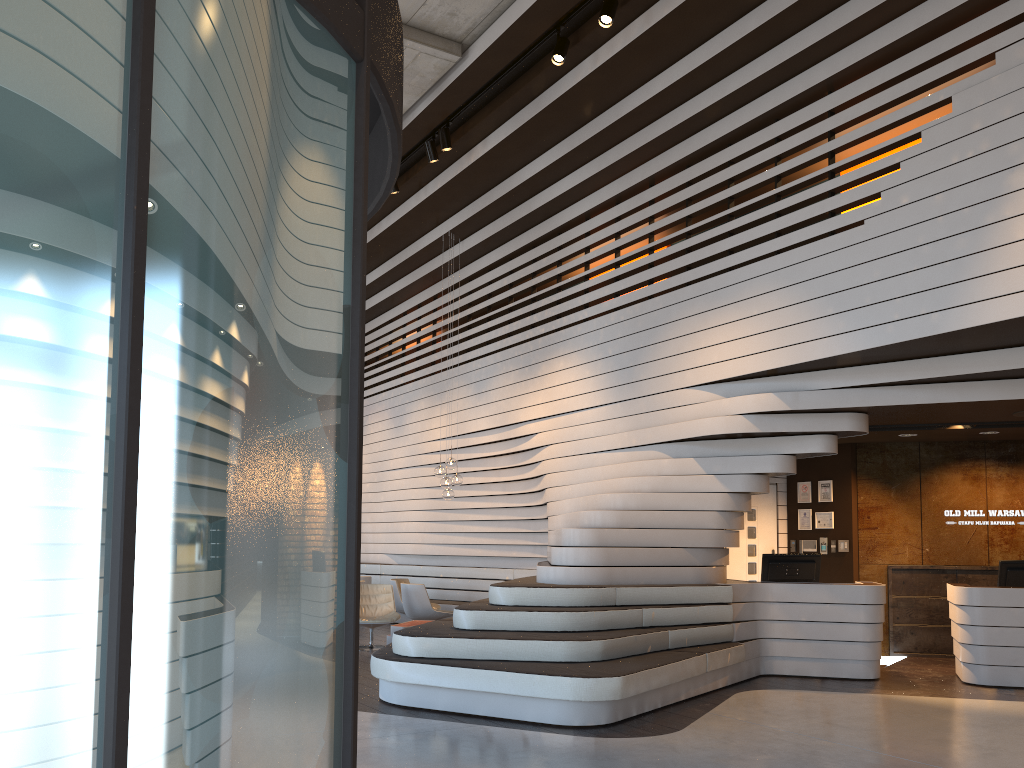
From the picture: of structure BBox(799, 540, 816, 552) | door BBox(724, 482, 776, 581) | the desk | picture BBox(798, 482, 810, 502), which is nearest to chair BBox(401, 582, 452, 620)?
door BBox(724, 482, 776, 581)

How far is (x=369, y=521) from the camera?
15.5m

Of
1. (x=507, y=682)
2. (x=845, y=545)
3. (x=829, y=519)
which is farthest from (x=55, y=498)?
(x=829, y=519)

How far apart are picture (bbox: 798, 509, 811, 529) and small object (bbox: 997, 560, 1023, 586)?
2.7 meters

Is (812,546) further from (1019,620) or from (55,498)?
(55,498)

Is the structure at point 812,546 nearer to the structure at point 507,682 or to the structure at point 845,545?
the structure at point 845,545

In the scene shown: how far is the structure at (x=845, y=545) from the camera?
10.5m

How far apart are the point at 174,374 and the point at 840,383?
7.4 meters

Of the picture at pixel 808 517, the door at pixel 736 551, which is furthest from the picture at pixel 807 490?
the door at pixel 736 551

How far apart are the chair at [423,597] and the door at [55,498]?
8.45m
